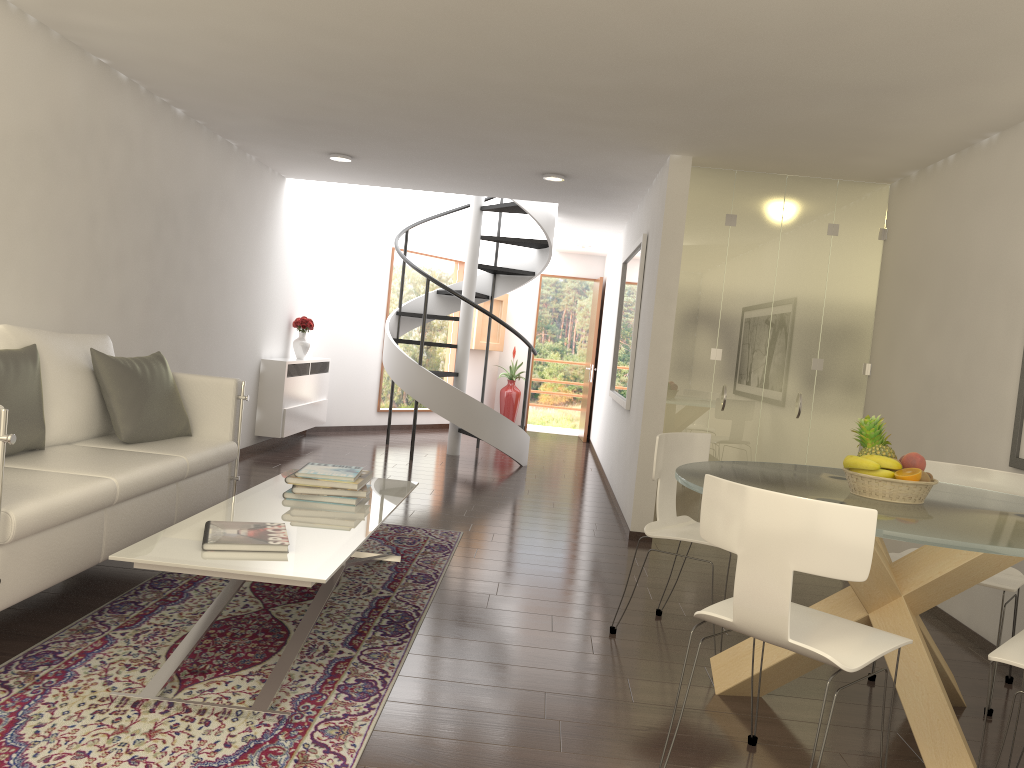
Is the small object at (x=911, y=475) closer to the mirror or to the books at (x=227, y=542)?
the books at (x=227, y=542)

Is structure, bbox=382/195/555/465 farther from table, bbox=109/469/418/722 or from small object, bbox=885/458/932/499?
small object, bbox=885/458/932/499

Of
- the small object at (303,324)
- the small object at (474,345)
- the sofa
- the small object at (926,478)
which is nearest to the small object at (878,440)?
the small object at (926,478)

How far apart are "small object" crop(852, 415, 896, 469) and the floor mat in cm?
211

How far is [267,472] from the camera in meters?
8.1 m

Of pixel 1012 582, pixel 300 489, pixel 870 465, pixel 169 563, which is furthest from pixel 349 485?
pixel 1012 582

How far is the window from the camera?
12.44m

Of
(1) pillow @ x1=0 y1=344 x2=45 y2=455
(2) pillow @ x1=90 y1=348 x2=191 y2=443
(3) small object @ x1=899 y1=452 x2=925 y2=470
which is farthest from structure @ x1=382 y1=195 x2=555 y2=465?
(3) small object @ x1=899 y1=452 x2=925 y2=470

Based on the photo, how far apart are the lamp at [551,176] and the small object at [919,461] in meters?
4.9

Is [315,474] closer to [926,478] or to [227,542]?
[227,542]
